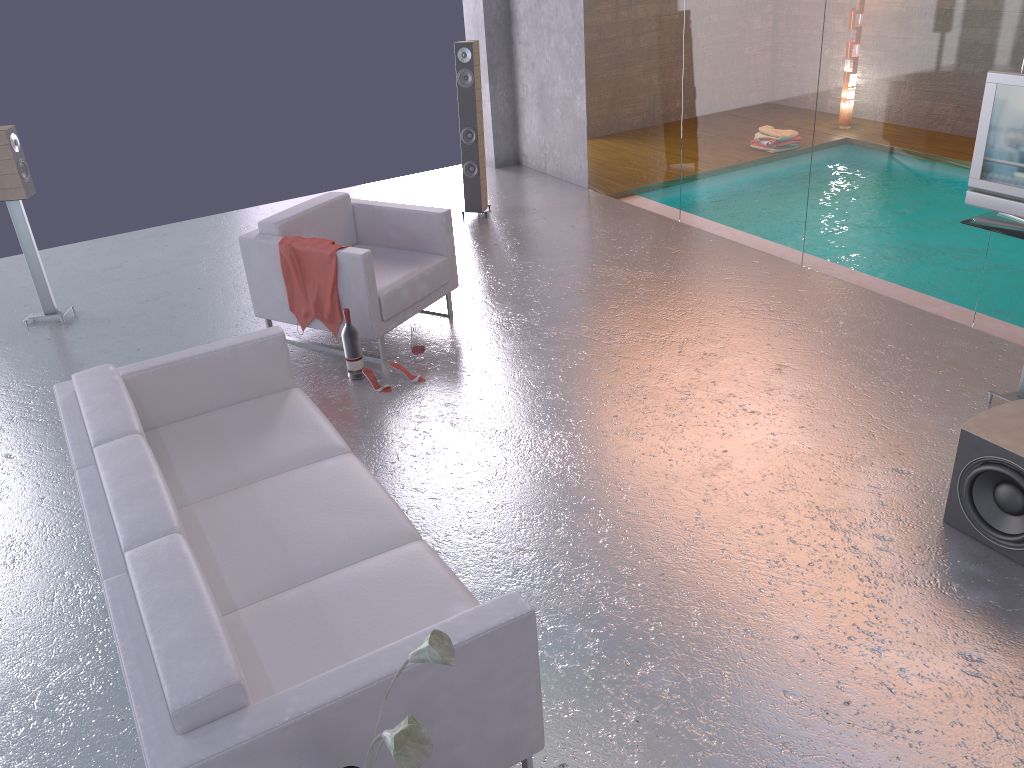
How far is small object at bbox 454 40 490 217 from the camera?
7.4 meters

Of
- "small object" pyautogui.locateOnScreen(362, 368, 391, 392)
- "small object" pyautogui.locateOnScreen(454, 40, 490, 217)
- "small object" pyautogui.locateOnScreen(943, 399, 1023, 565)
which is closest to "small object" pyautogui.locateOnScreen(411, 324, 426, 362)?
"small object" pyautogui.locateOnScreen(362, 368, 391, 392)

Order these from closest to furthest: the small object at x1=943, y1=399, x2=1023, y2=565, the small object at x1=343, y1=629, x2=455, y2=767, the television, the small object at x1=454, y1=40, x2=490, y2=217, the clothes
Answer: the small object at x1=343, y1=629, x2=455, y2=767
the small object at x1=943, y1=399, x2=1023, y2=565
the television
the clothes
the small object at x1=454, y1=40, x2=490, y2=217

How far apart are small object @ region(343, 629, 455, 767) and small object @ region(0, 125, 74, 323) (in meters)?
5.44

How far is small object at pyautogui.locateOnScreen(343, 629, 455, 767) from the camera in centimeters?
173cm

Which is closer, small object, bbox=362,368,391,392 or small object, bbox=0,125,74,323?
small object, bbox=362,368,391,392

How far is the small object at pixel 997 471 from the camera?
3.4 meters

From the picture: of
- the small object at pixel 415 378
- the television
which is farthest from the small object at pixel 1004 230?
the small object at pixel 415 378

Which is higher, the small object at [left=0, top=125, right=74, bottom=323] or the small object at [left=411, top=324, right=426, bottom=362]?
the small object at [left=0, top=125, right=74, bottom=323]

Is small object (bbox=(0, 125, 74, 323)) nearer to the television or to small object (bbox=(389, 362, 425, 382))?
small object (bbox=(389, 362, 425, 382))
